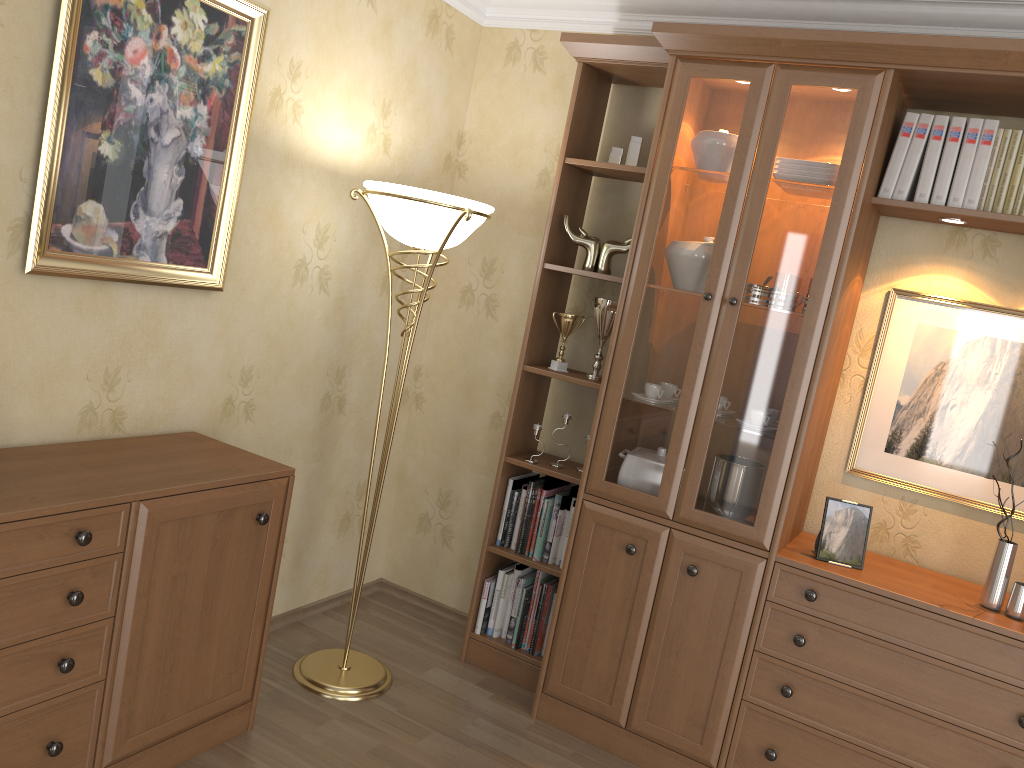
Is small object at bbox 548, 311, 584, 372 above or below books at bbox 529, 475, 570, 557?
above

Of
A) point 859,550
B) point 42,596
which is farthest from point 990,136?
point 42,596

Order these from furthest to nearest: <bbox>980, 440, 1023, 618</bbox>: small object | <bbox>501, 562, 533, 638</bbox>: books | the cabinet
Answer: <bbox>501, 562, 533, 638</bbox>: books, <bbox>980, 440, 1023, 618</bbox>: small object, the cabinet

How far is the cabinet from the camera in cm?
195

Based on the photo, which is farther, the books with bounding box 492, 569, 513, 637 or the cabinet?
the books with bounding box 492, 569, 513, 637

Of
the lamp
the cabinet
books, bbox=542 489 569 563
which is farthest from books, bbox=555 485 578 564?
the cabinet

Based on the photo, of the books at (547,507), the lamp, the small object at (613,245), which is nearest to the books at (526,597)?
the books at (547,507)

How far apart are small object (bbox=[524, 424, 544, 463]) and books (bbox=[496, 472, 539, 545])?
0.2 meters

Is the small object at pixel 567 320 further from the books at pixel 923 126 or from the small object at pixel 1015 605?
Answer: the small object at pixel 1015 605

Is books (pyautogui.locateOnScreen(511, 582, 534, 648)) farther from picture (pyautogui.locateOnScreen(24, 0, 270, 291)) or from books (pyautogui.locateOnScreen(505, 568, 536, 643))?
picture (pyautogui.locateOnScreen(24, 0, 270, 291))
